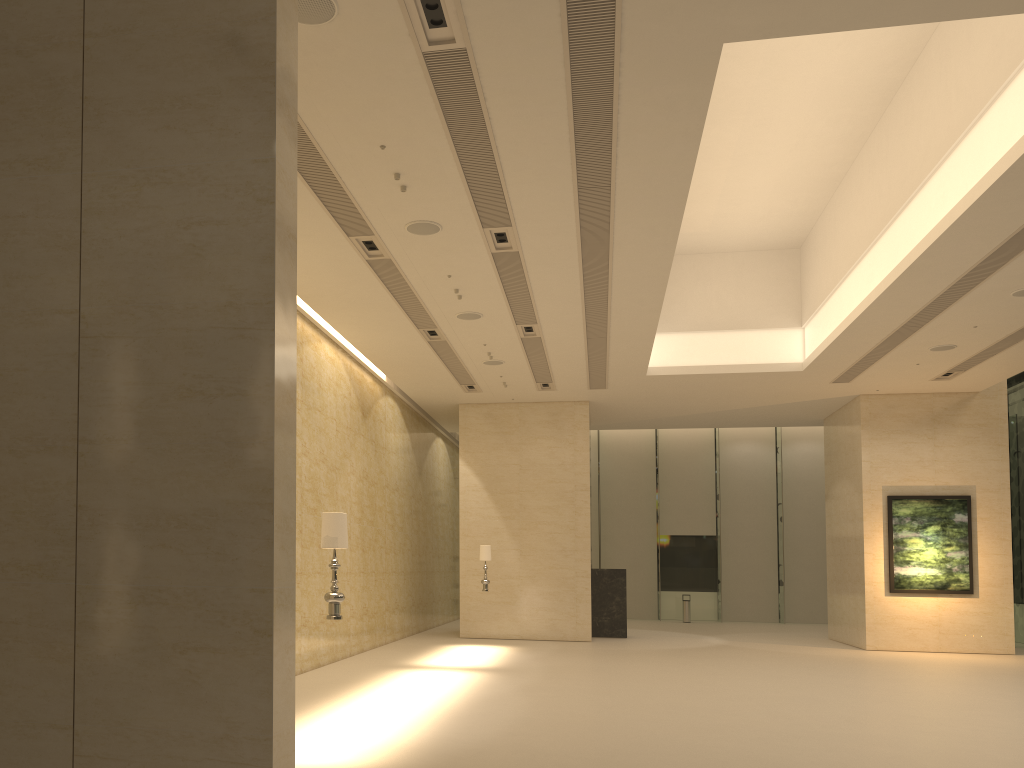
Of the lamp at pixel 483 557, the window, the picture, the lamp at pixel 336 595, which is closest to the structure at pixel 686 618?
the window

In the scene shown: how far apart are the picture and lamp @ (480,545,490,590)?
9.5m

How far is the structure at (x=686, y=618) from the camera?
29.6m

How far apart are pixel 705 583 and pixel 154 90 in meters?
28.7

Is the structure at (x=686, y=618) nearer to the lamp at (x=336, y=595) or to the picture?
the picture

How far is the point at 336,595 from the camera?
8.01m

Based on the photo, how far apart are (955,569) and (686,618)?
11.0 meters

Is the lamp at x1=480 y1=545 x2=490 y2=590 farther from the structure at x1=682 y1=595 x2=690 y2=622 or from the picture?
the structure at x1=682 y1=595 x2=690 y2=622

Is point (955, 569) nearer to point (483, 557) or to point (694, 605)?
point (483, 557)

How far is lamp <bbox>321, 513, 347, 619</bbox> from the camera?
8.01m
